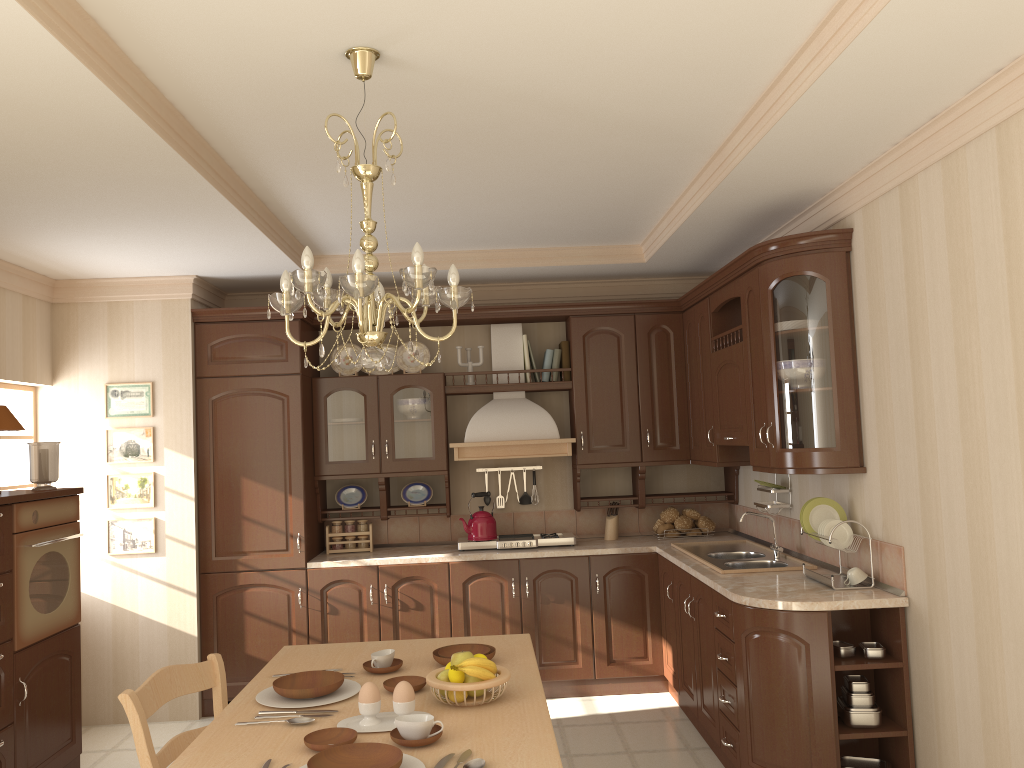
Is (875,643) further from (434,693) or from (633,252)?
(633,252)

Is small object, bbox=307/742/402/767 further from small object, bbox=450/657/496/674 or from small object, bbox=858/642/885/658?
small object, bbox=858/642/885/658

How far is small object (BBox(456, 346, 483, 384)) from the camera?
5.6 meters

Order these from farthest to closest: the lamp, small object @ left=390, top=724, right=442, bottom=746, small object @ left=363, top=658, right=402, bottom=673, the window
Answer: the window
small object @ left=363, top=658, right=402, bottom=673
the lamp
small object @ left=390, top=724, right=442, bottom=746

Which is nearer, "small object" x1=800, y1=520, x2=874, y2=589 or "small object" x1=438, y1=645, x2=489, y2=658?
"small object" x1=438, y1=645, x2=489, y2=658

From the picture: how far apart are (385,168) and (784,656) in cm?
246

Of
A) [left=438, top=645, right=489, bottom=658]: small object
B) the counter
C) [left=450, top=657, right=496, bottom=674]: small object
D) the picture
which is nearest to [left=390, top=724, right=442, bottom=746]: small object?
[left=450, top=657, right=496, bottom=674]: small object

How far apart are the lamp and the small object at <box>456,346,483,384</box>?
2.89m

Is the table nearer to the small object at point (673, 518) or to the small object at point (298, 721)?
the small object at point (298, 721)

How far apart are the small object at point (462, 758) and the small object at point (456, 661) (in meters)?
0.42
